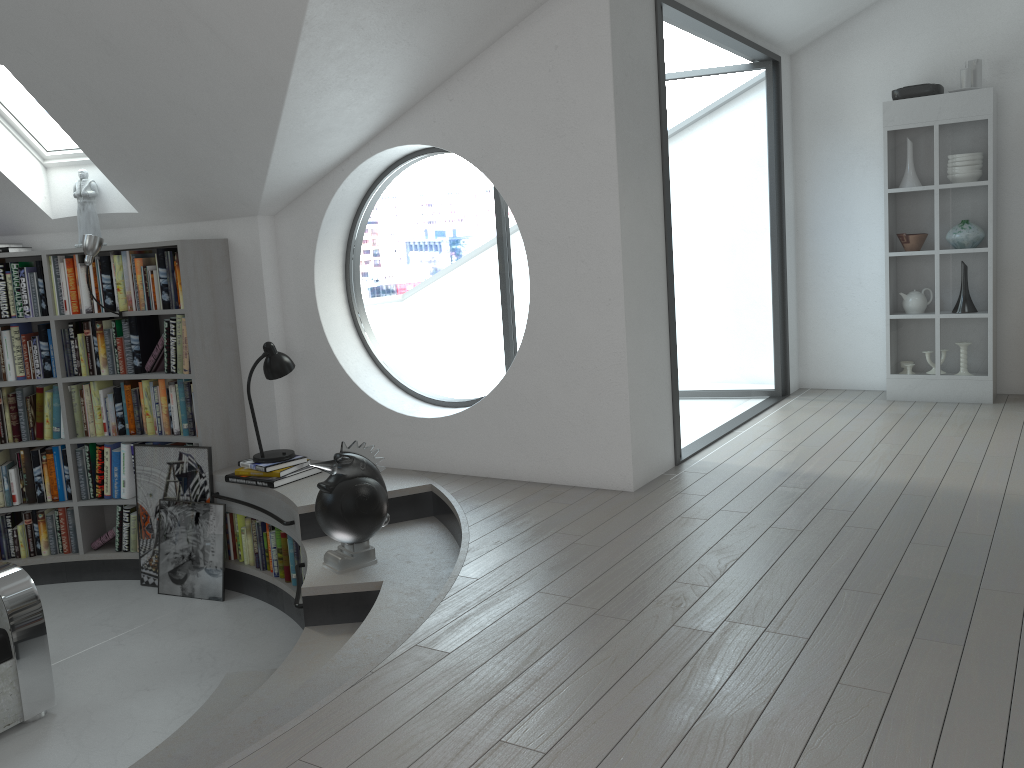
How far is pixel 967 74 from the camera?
5.6m

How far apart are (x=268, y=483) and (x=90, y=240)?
1.7 meters

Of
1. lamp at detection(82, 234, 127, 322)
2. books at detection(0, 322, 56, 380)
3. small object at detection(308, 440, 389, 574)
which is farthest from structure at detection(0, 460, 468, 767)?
lamp at detection(82, 234, 127, 322)

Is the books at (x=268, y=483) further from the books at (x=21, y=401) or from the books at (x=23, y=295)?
the books at (x=23, y=295)

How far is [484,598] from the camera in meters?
3.1

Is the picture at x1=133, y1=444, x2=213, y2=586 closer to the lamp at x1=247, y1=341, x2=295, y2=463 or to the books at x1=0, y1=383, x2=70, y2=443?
the lamp at x1=247, y1=341, x2=295, y2=463

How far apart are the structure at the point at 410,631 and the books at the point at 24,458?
0.37m

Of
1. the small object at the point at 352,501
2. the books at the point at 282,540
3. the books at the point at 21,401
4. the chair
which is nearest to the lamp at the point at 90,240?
the books at the point at 21,401

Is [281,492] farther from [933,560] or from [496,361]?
[496,361]

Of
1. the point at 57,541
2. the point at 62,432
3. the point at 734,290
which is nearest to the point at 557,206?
the point at 62,432
